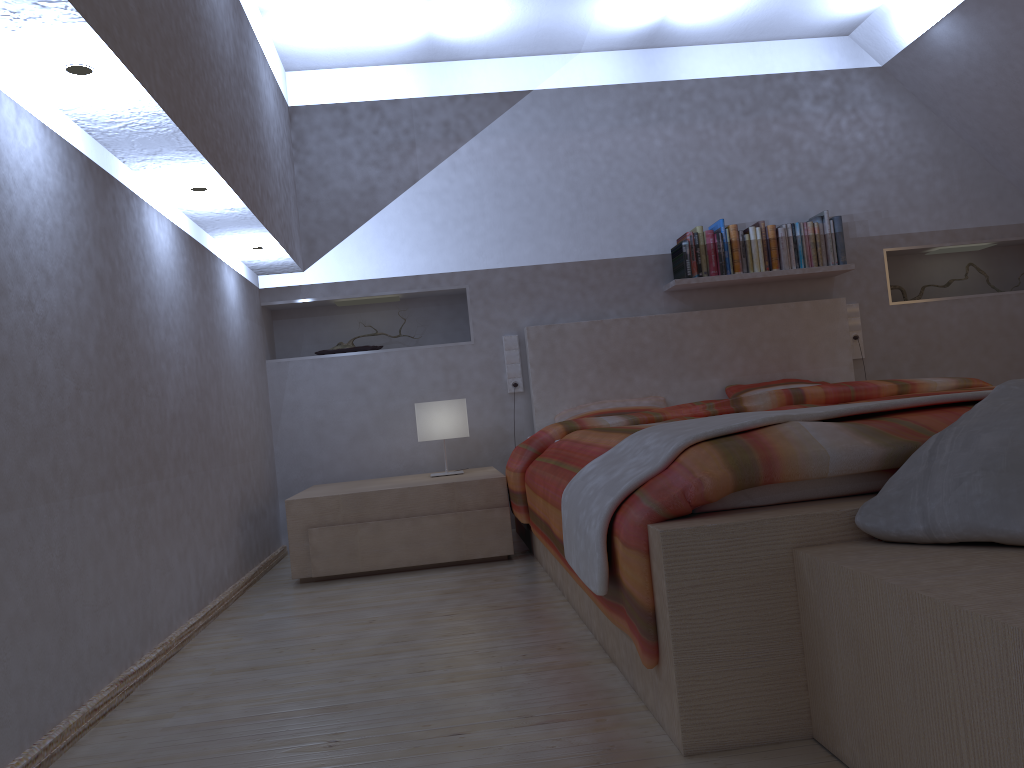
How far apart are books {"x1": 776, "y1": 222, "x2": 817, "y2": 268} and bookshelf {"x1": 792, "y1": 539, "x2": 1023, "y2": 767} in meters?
3.2 m

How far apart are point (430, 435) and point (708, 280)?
1.6 meters

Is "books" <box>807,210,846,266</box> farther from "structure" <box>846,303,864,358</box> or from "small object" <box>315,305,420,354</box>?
"small object" <box>315,305,420,354</box>

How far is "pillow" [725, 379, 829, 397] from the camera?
4.32m

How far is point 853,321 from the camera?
4.59m

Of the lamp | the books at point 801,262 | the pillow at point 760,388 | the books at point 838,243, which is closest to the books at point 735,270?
the books at point 801,262

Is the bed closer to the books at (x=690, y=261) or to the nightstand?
the nightstand

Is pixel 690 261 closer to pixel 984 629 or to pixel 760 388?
pixel 760 388

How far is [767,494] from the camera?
1.6 meters

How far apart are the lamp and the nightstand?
0.18m
